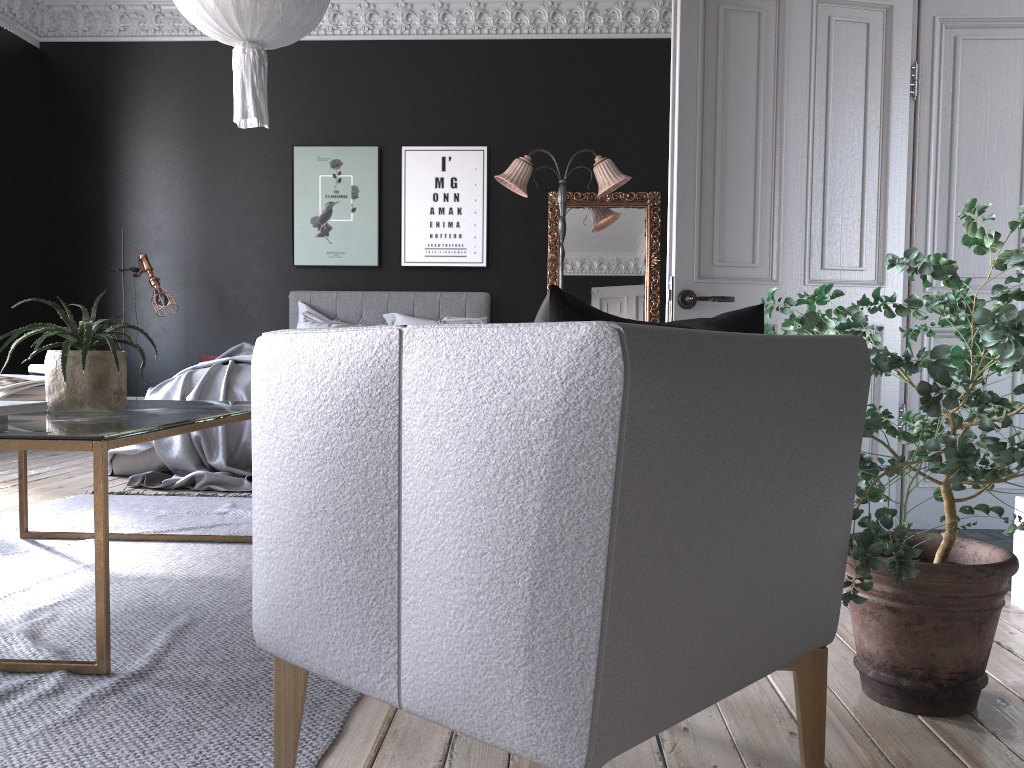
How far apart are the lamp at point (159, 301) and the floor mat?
3.01m

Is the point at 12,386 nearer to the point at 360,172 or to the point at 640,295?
the point at 360,172

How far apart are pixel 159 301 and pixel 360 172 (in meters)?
2.07

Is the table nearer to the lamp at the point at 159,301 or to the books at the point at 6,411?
the books at the point at 6,411

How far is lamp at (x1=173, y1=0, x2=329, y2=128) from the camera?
4.1 meters

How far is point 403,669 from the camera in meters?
1.3 m

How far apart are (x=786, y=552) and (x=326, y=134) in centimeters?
741cm

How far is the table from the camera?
2.0m

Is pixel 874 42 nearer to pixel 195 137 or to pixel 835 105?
pixel 835 105

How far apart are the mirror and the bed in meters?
0.6
